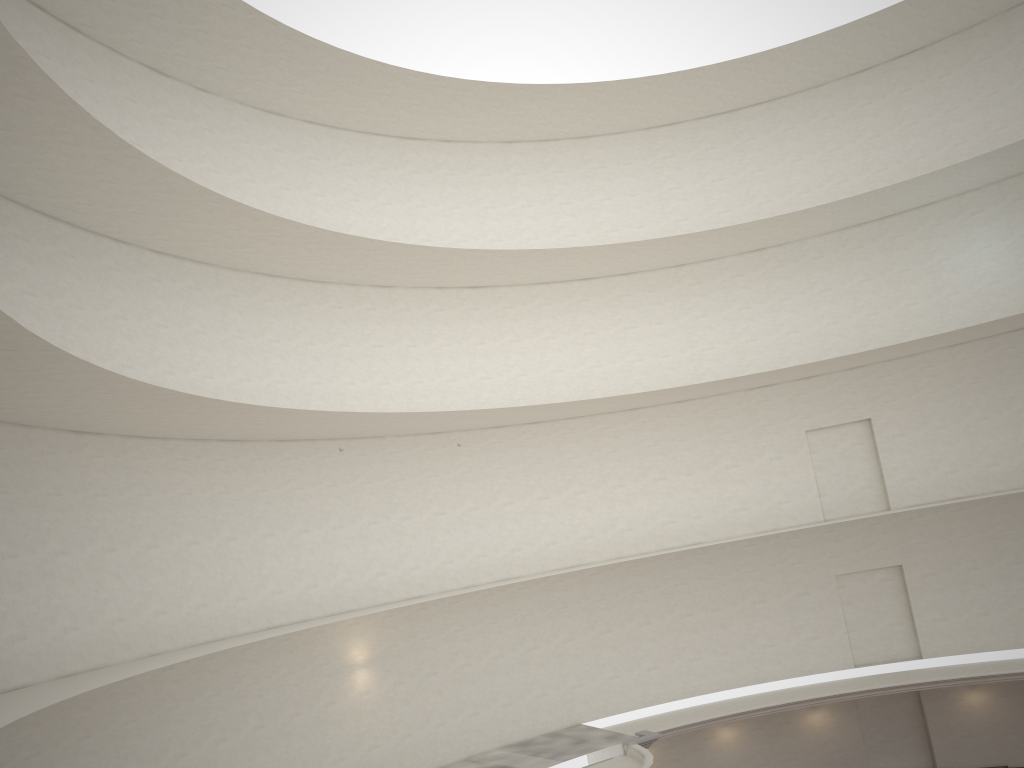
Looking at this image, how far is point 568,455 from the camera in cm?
2509
